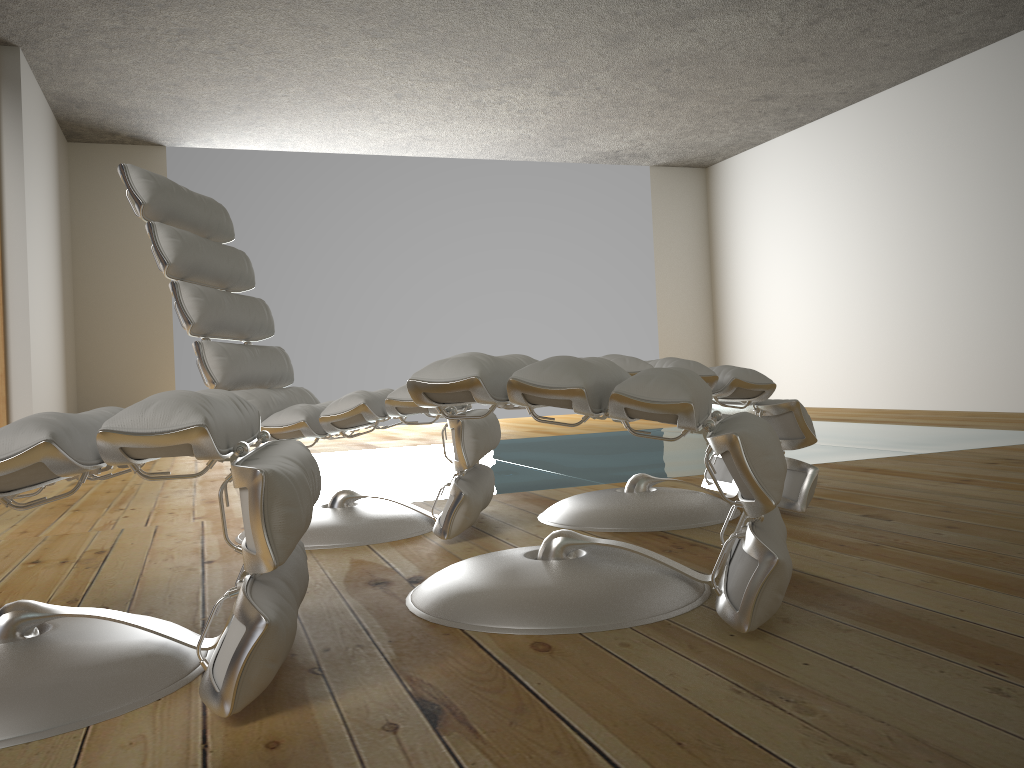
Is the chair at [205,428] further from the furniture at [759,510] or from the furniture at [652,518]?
the furniture at [652,518]

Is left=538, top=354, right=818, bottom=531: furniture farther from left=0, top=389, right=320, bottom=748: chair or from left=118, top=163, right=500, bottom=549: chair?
left=0, top=389, right=320, bottom=748: chair

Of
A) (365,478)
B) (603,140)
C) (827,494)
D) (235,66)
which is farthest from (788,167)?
(827,494)

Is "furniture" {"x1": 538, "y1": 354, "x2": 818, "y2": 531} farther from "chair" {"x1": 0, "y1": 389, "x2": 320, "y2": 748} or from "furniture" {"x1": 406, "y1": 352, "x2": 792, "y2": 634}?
"chair" {"x1": 0, "y1": 389, "x2": 320, "y2": 748}

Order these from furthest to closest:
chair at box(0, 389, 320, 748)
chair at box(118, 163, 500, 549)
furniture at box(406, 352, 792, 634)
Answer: chair at box(118, 163, 500, 549) → furniture at box(406, 352, 792, 634) → chair at box(0, 389, 320, 748)

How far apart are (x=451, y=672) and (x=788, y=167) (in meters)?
7.50

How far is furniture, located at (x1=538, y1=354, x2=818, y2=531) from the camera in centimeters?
221cm

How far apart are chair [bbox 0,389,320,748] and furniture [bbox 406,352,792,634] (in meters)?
0.19

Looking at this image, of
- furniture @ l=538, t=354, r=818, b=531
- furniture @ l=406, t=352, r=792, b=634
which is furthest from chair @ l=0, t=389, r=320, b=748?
furniture @ l=538, t=354, r=818, b=531

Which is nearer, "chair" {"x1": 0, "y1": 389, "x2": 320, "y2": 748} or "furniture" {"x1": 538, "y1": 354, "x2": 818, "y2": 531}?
"chair" {"x1": 0, "y1": 389, "x2": 320, "y2": 748}
